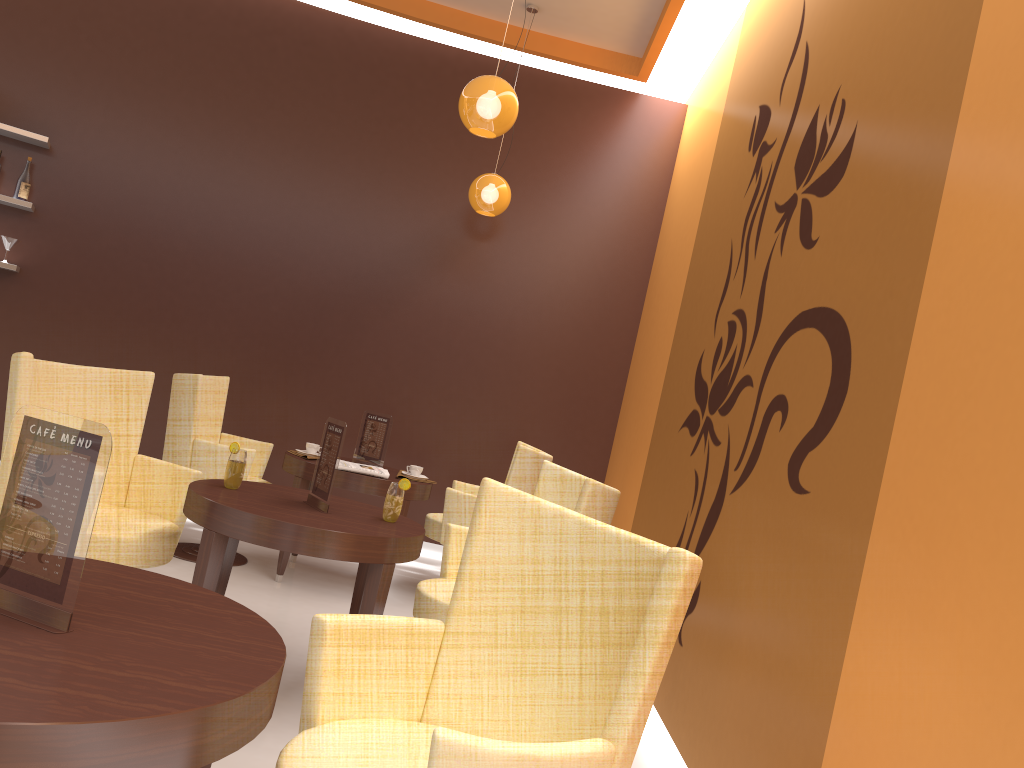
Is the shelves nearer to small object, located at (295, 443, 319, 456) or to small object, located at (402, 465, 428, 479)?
small object, located at (295, 443, 319, 456)

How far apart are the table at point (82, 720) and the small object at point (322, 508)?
1.4 meters

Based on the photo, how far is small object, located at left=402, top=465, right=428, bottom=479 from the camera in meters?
5.2 m

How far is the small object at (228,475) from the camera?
3.3 meters

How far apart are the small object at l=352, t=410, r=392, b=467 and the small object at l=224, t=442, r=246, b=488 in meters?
1.9

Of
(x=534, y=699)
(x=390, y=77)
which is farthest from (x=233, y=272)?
(x=534, y=699)

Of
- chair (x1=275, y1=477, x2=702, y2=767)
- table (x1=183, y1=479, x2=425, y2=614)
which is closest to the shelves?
table (x1=183, y1=479, x2=425, y2=614)

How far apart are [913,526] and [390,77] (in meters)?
5.70

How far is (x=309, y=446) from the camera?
5.1 meters

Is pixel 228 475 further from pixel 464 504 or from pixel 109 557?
pixel 464 504
